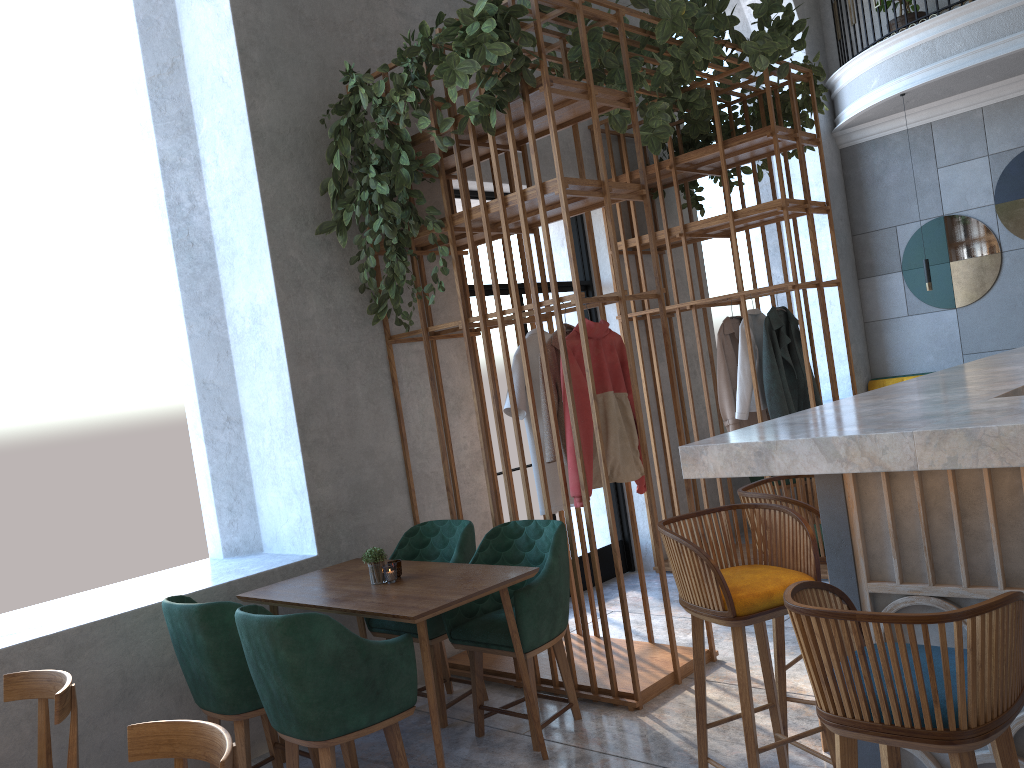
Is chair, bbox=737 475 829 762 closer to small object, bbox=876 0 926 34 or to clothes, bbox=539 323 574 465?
clothes, bbox=539 323 574 465

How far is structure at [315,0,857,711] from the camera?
3.9 meters

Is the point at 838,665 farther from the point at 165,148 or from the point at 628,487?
the point at 165,148

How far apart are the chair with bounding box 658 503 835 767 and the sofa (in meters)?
6.99

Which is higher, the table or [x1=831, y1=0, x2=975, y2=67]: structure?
[x1=831, y1=0, x2=975, y2=67]: structure

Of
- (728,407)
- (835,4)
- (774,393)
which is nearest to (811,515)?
(774,393)

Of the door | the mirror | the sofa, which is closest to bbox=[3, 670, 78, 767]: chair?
the door

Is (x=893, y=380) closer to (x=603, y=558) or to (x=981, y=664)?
(x=603, y=558)

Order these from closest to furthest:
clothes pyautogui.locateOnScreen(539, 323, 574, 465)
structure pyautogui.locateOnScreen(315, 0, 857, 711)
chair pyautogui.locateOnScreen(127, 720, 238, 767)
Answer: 1. chair pyautogui.locateOnScreen(127, 720, 238, 767)
2. structure pyautogui.locateOnScreen(315, 0, 857, 711)
3. clothes pyautogui.locateOnScreen(539, 323, 574, 465)

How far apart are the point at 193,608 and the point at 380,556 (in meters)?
0.73
